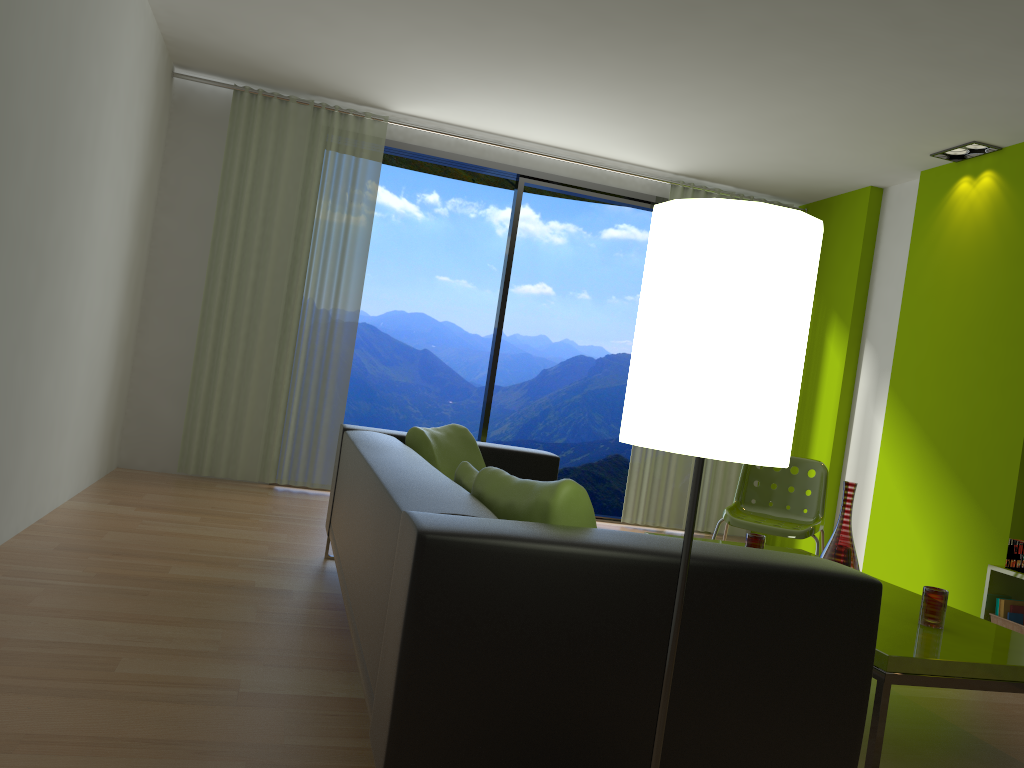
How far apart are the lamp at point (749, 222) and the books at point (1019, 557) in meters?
3.6 m

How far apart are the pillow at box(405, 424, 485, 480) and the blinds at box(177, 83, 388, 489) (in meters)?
2.28

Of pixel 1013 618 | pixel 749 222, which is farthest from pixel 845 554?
pixel 749 222

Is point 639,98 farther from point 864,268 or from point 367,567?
point 367,567

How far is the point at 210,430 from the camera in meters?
5.8

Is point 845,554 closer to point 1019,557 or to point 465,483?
point 465,483

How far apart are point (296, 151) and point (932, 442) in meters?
4.4 m

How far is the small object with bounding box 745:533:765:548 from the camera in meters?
3.5 m

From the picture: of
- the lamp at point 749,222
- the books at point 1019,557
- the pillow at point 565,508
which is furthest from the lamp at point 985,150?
the lamp at point 749,222

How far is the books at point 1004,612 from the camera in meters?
4.3
